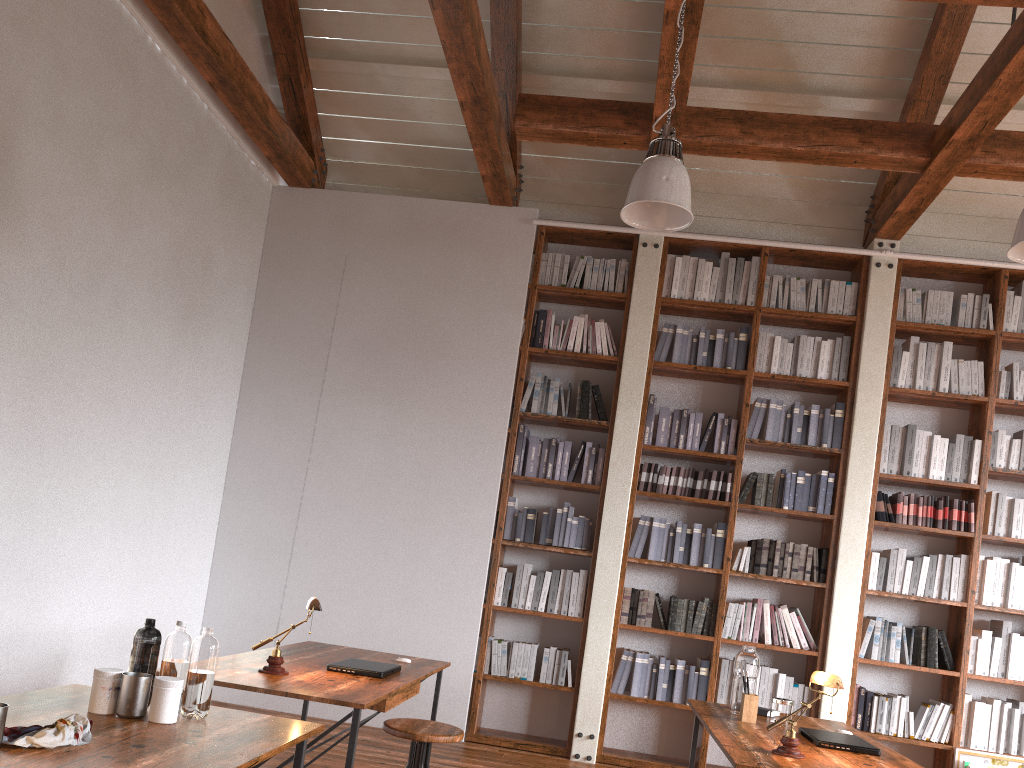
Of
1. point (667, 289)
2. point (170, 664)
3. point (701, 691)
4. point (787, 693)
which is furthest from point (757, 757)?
point (667, 289)

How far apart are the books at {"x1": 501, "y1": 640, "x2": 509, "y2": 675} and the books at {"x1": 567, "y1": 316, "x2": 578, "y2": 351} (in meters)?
1.96

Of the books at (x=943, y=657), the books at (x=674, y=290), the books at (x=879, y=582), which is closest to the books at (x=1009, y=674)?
the books at (x=943, y=657)

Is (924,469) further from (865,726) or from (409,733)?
(409,733)

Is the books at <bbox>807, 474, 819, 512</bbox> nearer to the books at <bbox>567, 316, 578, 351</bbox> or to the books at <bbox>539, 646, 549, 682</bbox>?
the books at <bbox>567, 316, 578, 351</bbox>

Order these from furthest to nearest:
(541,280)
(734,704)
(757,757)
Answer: (541,280), (734,704), (757,757)

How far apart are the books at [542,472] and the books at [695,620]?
1.3 meters

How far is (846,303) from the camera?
5.8m

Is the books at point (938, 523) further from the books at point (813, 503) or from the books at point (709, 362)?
the books at point (709, 362)

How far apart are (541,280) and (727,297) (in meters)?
1.27
